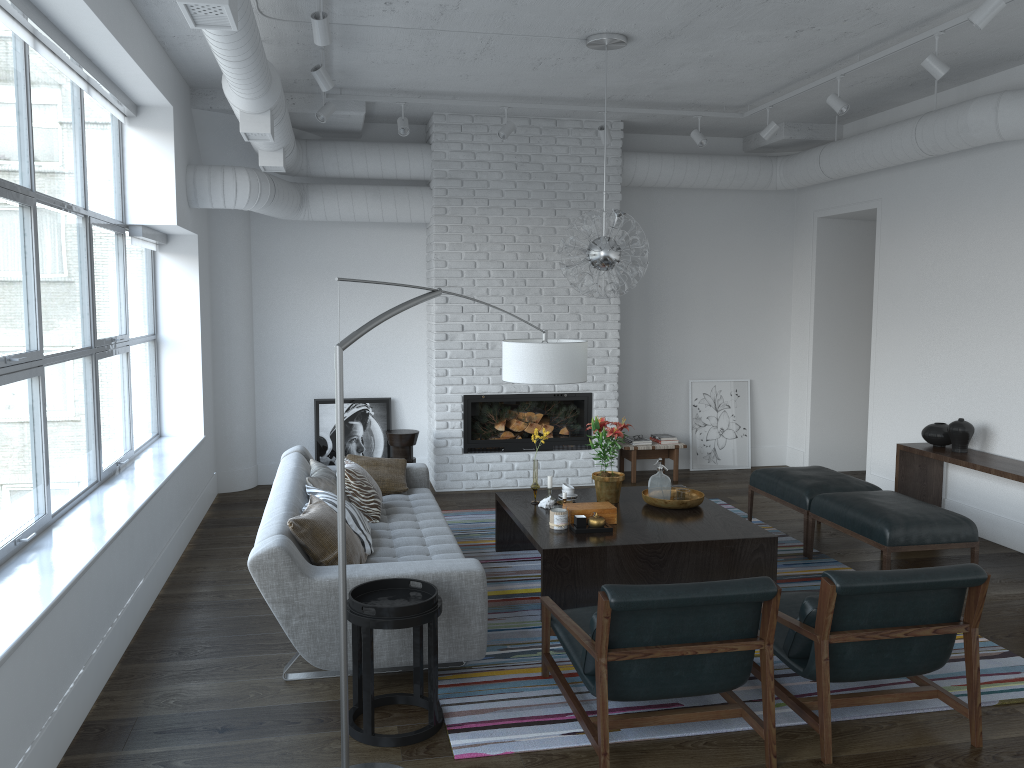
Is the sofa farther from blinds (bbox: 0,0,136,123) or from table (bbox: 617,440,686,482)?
table (bbox: 617,440,686,482)

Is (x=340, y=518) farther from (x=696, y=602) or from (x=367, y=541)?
(x=367, y=541)

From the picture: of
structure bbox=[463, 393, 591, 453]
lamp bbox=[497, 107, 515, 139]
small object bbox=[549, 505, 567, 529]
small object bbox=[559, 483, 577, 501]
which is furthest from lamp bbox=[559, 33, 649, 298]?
structure bbox=[463, 393, 591, 453]

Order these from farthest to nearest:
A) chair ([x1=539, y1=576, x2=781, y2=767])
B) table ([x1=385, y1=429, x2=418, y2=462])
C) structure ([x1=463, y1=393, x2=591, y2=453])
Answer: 1. structure ([x1=463, y1=393, x2=591, y2=453])
2. table ([x1=385, y1=429, x2=418, y2=462])
3. chair ([x1=539, y1=576, x2=781, y2=767])

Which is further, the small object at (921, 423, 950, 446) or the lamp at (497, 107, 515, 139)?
the lamp at (497, 107, 515, 139)

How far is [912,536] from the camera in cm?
493

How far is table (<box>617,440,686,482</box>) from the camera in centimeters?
808cm

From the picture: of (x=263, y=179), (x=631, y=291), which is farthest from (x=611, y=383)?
(x=263, y=179)

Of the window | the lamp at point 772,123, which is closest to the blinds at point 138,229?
the window

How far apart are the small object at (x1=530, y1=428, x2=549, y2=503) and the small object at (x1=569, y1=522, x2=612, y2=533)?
0.7m
